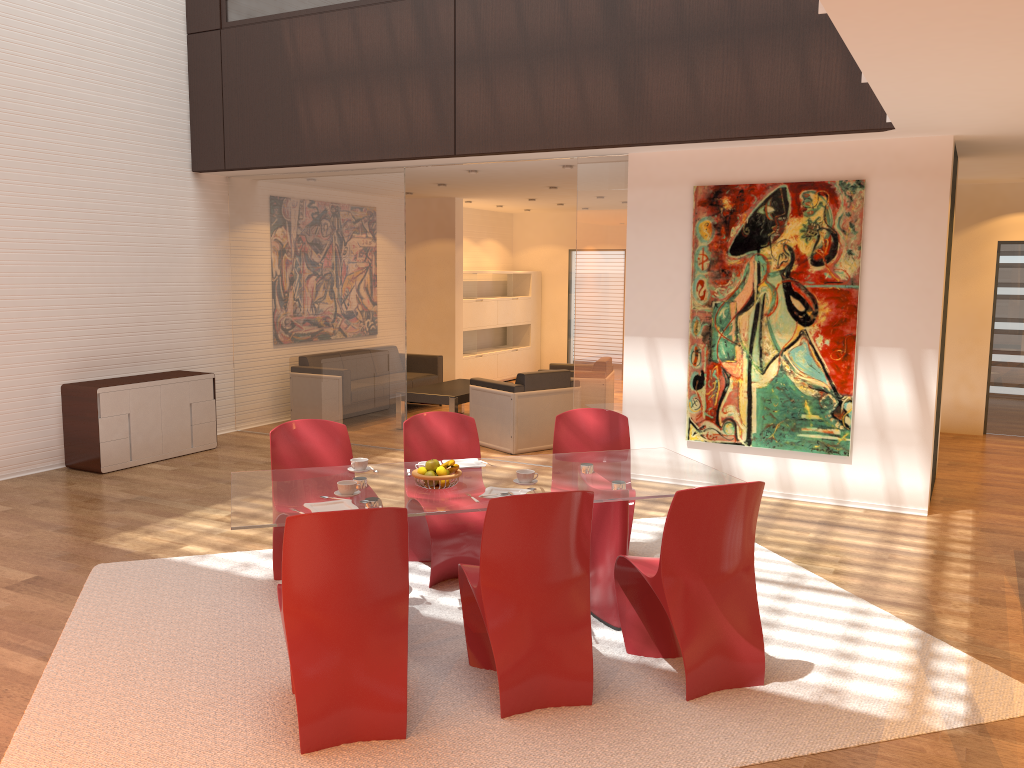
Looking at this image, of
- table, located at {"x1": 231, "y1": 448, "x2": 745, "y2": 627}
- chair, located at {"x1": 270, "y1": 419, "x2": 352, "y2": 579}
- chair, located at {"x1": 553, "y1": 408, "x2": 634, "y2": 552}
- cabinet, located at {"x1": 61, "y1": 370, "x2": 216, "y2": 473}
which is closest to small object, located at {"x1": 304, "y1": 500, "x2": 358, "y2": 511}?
table, located at {"x1": 231, "y1": 448, "x2": 745, "y2": 627}

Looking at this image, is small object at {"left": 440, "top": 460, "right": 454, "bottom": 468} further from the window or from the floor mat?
the window

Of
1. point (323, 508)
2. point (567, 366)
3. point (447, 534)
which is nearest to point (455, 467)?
point (323, 508)

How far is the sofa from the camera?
10.91m

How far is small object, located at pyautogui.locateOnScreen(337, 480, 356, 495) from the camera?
4.0m

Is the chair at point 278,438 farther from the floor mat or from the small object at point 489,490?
the small object at point 489,490

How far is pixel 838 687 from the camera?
3.8 meters

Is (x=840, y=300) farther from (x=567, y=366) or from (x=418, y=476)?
(x=567, y=366)

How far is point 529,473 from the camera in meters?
4.2

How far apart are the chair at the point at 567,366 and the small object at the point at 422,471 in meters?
6.3
